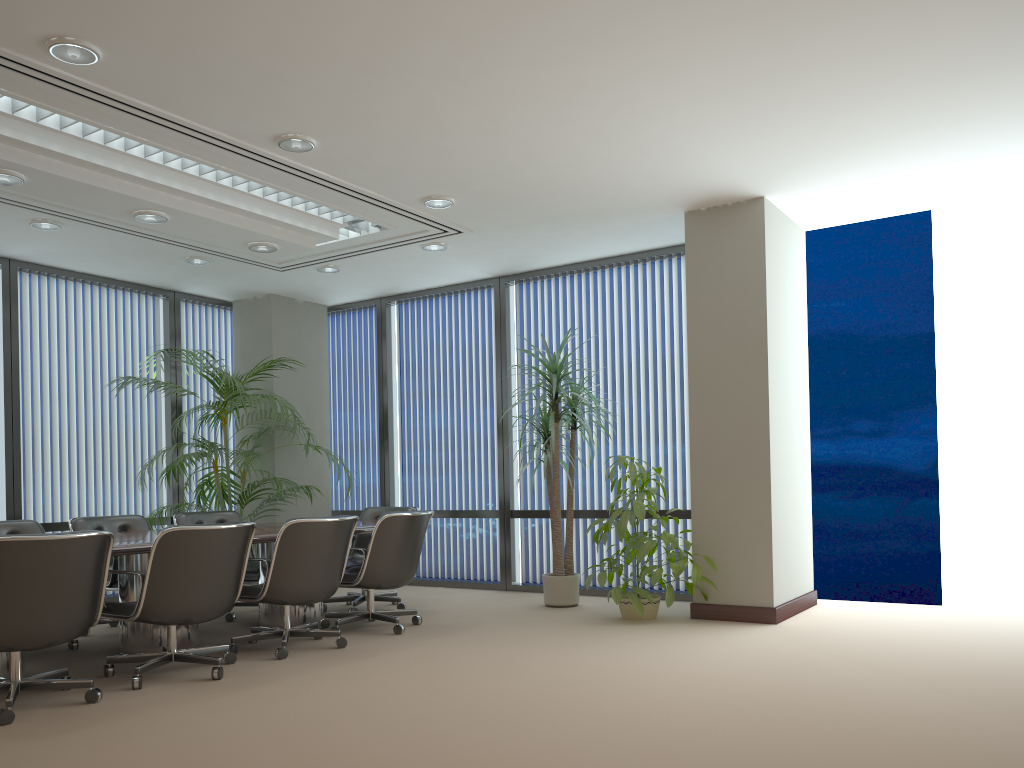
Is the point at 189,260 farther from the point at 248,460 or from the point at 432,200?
the point at 432,200

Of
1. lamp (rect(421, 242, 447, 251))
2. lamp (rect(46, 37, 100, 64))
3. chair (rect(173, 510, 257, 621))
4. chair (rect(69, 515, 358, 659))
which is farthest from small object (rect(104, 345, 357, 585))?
lamp (rect(46, 37, 100, 64))

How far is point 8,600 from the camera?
3.9m

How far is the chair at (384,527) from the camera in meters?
6.0 m

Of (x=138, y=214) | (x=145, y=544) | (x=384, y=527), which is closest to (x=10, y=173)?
(x=138, y=214)

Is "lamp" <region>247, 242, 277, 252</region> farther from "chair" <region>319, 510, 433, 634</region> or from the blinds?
the blinds

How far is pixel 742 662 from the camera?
4.9m

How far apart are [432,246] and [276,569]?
3.2m

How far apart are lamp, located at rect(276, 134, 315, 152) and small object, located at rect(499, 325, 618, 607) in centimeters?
271cm

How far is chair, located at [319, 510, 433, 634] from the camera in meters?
6.0
